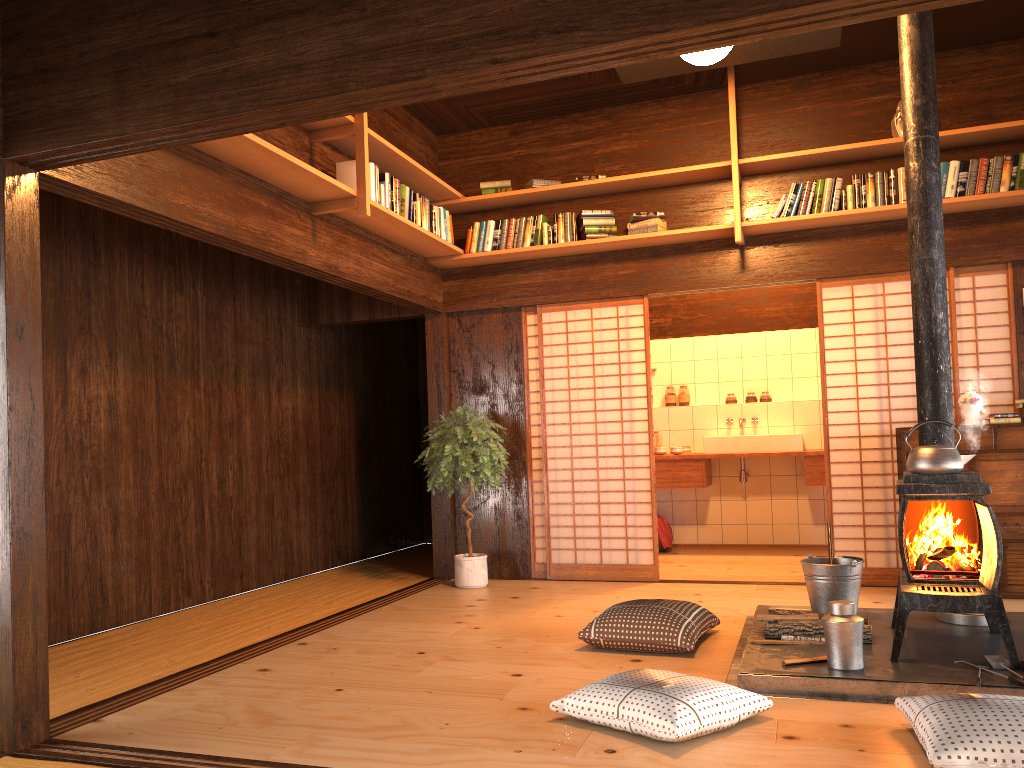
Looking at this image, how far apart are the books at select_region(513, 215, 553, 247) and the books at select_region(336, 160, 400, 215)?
1.2 meters

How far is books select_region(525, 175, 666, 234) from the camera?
6.1m

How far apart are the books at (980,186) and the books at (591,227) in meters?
2.2

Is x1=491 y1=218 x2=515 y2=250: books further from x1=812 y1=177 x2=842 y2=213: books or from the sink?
the sink

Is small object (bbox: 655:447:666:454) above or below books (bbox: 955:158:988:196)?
below

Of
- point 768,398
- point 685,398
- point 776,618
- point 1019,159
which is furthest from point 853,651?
point 685,398

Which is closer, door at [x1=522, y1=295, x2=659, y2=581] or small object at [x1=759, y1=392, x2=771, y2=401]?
door at [x1=522, y1=295, x2=659, y2=581]

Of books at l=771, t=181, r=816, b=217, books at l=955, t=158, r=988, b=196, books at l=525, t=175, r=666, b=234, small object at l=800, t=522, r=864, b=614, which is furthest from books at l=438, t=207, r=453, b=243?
books at l=955, t=158, r=988, b=196

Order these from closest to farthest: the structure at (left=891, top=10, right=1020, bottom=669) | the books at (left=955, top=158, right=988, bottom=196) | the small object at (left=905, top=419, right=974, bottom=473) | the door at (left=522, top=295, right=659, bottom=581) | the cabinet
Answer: the structure at (left=891, top=10, right=1020, bottom=669)
the small object at (left=905, top=419, right=974, bottom=473)
the cabinet
the books at (left=955, top=158, right=988, bottom=196)
the door at (left=522, top=295, right=659, bottom=581)

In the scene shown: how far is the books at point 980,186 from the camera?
5.41m
